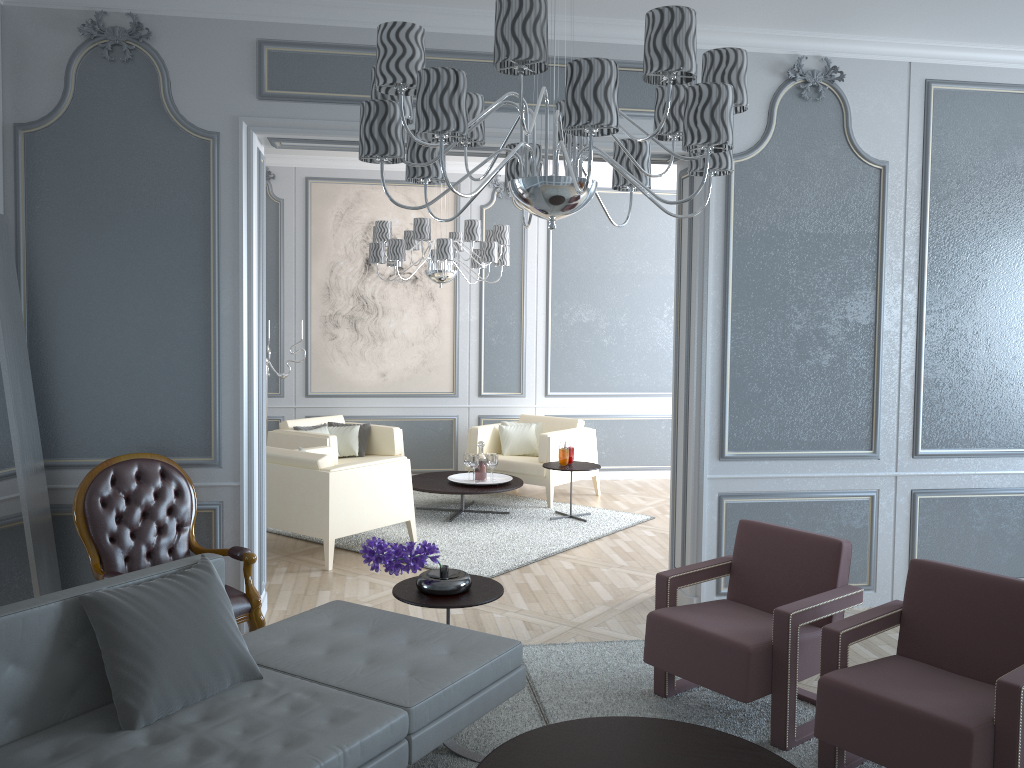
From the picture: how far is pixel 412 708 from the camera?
2.35m

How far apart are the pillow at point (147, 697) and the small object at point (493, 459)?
3.8 meters

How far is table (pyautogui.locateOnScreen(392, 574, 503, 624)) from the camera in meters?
3.1 m

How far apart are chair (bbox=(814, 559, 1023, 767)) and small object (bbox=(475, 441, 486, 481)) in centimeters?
374cm

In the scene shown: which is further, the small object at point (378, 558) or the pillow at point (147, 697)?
the small object at point (378, 558)

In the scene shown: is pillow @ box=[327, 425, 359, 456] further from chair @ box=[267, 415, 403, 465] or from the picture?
the picture

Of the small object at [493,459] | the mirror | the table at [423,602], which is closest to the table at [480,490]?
the small object at [493,459]

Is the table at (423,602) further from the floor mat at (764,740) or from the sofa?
the floor mat at (764,740)

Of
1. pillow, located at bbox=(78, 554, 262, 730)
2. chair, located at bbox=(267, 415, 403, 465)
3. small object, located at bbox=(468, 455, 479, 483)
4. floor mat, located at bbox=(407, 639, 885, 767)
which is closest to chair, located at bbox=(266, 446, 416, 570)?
chair, located at bbox=(267, 415, 403, 465)

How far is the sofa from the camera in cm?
210
